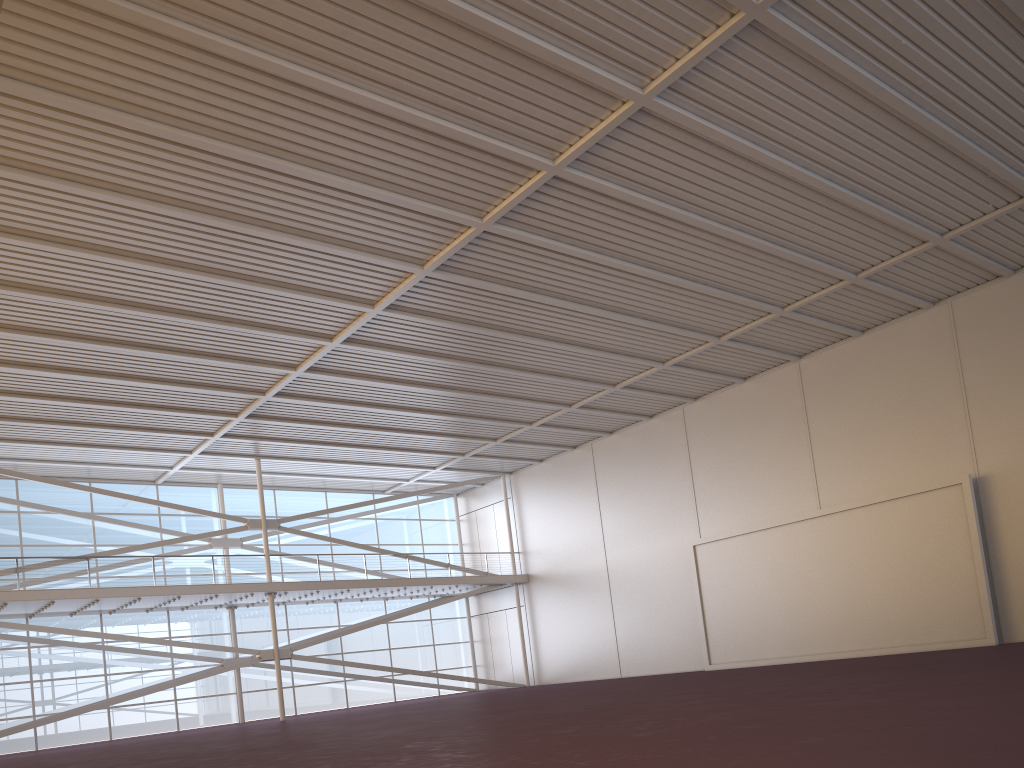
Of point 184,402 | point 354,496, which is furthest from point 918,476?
point 354,496

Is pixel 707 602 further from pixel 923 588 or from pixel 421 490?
pixel 421 490

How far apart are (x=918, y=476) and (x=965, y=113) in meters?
12.3

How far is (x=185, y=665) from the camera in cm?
3326
